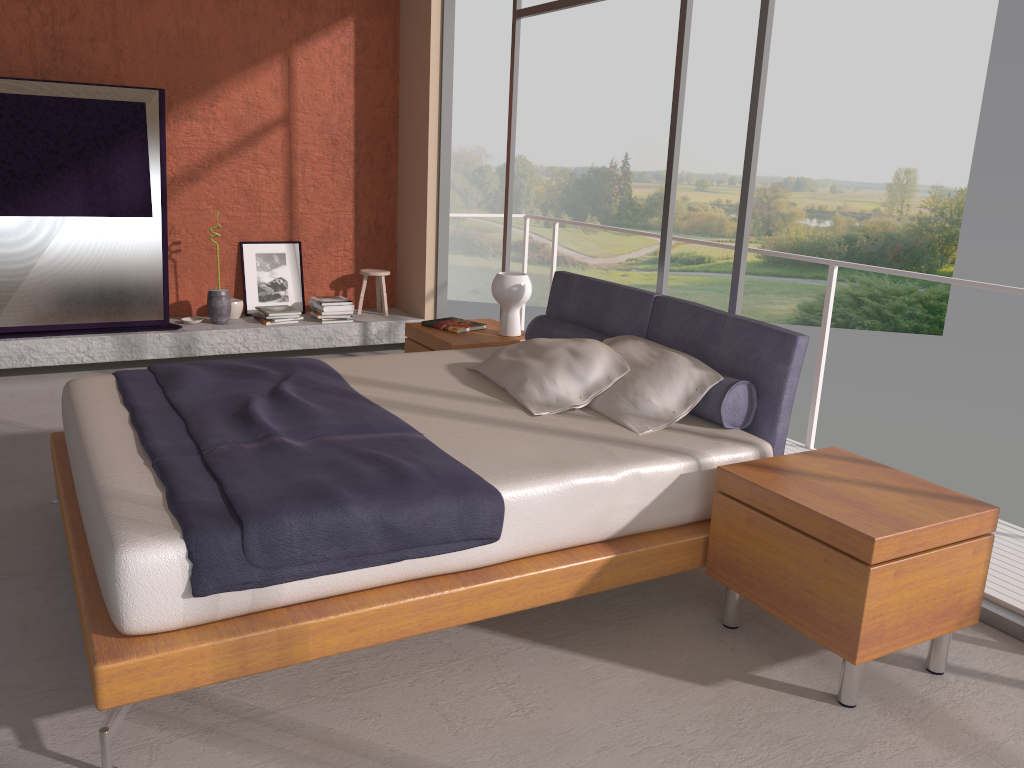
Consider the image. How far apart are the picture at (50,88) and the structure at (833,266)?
2.8 meters

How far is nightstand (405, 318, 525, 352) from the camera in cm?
468

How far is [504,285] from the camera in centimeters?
475cm

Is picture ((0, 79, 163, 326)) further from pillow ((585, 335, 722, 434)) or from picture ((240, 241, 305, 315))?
pillow ((585, 335, 722, 434))

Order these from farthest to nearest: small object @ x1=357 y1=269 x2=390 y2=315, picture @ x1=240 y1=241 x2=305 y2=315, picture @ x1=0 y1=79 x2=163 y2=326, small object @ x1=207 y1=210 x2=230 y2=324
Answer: small object @ x1=357 y1=269 x2=390 y2=315 → picture @ x1=240 y1=241 x2=305 y2=315 → small object @ x1=207 y1=210 x2=230 y2=324 → picture @ x1=0 y1=79 x2=163 y2=326

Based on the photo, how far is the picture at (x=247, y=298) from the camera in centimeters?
668cm

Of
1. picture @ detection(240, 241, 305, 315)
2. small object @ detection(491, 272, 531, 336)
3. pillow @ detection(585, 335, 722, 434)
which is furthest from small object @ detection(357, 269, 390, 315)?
pillow @ detection(585, 335, 722, 434)

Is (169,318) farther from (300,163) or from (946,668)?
(946,668)

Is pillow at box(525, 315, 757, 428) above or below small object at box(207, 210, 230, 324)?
above

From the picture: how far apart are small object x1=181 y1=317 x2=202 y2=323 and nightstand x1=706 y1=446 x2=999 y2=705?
4.5m
